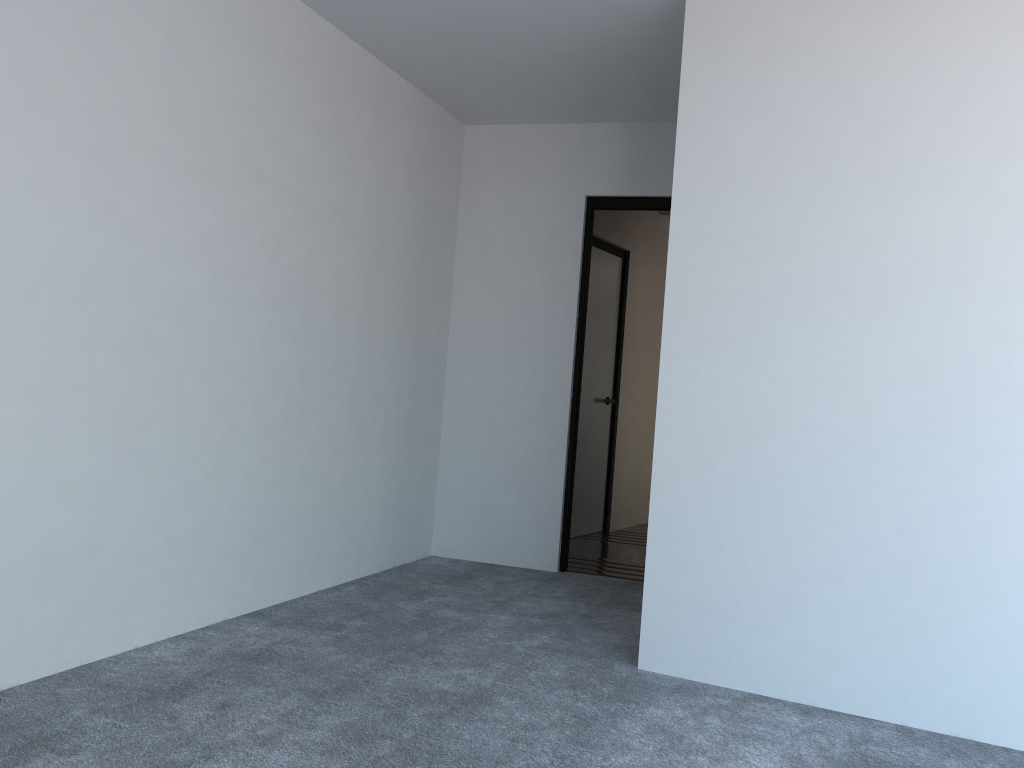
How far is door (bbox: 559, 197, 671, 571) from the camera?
4.77m

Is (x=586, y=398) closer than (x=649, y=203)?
No

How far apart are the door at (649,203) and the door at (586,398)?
1.19m

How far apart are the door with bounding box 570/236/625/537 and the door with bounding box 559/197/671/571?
1.2m

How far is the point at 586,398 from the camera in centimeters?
613cm

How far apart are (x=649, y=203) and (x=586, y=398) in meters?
1.8 m

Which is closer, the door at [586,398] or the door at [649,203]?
the door at [649,203]

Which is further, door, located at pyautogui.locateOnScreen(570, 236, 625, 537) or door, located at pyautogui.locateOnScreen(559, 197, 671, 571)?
door, located at pyautogui.locateOnScreen(570, 236, 625, 537)

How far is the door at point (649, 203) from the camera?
4.8m
